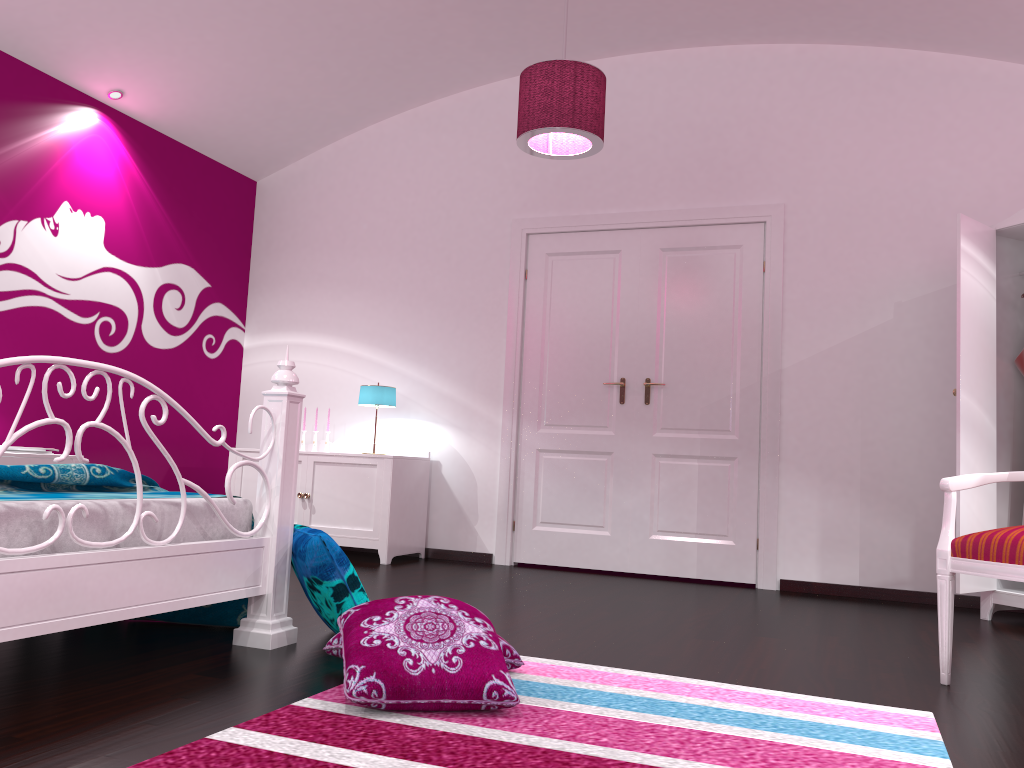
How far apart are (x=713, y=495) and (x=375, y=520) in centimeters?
191cm

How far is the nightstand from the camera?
3.9 meters

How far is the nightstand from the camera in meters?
3.9 m

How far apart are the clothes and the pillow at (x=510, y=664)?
3.0m

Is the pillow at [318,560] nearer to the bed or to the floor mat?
the bed

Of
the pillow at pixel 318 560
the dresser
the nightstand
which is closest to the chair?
the dresser

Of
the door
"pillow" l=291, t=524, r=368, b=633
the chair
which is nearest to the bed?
"pillow" l=291, t=524, r=368, b=633

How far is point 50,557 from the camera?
2.0m

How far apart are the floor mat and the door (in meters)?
2.49

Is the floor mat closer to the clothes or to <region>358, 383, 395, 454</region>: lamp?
the clothes
